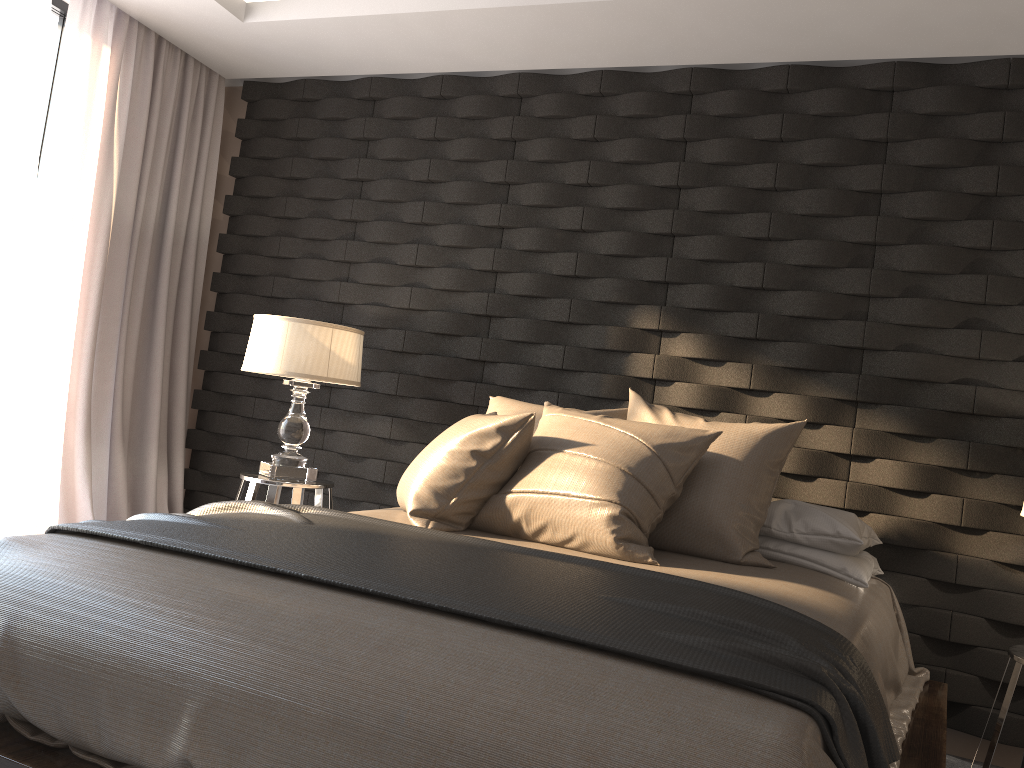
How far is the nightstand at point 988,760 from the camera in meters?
2.5

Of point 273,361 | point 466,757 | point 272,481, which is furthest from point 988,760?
point 273,361

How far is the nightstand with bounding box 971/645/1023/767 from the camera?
2.5 meters

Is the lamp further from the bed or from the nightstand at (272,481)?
the bed

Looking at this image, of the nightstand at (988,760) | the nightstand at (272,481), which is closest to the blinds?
the nightstand at (272,481)

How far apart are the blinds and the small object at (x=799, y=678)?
1.7m

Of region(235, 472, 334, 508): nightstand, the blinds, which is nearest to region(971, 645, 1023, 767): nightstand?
region(235, 472, 334, 508): nightstand

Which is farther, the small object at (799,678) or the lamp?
the lamp

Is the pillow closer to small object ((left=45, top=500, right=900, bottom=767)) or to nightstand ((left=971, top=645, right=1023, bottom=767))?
small object ((left=45, top=500, right=900, bottom=767))

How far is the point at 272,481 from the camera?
3.5 meters
